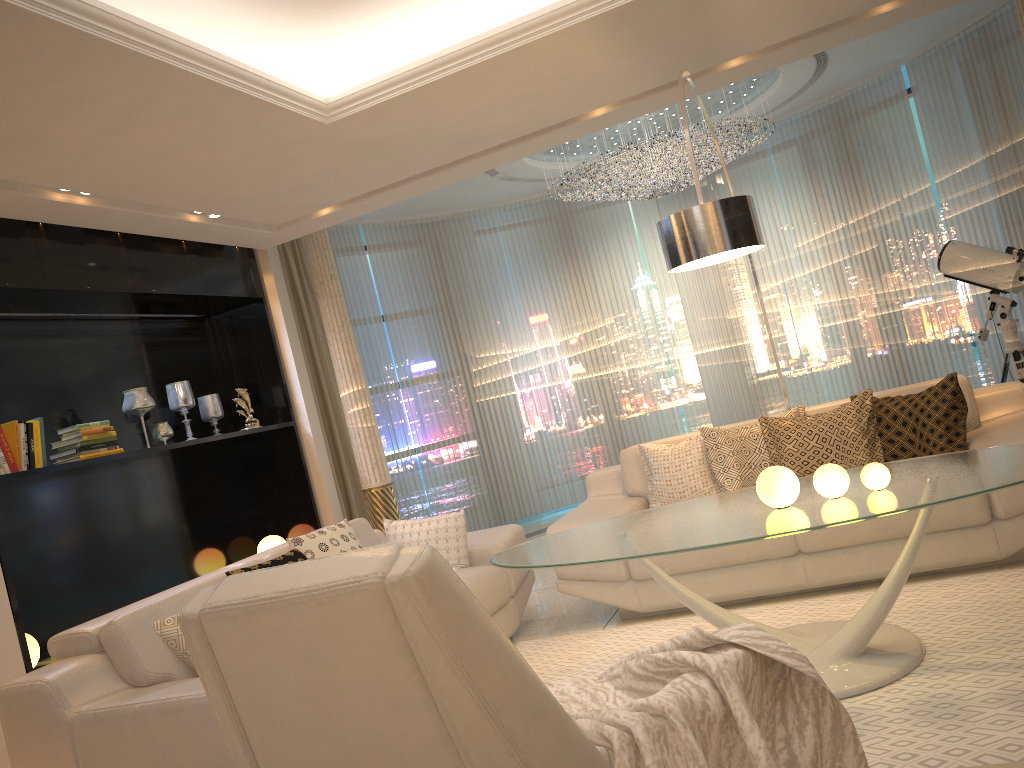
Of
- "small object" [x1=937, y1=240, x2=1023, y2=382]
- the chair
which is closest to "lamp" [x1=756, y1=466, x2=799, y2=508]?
the chair

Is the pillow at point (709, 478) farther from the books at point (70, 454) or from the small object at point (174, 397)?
the small object at point (174, 397)

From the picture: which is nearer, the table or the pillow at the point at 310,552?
the table

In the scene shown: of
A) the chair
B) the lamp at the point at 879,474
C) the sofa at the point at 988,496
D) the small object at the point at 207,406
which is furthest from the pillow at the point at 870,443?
the small object at the point at 207,406

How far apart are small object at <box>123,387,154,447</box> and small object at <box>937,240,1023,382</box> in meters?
4.9 m

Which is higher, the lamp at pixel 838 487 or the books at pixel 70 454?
the books at pixel 70 454

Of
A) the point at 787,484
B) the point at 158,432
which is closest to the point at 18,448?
the point at 158,432

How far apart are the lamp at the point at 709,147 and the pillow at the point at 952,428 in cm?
280

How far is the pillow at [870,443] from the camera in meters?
4.2

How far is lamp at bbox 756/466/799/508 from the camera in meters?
3.0
